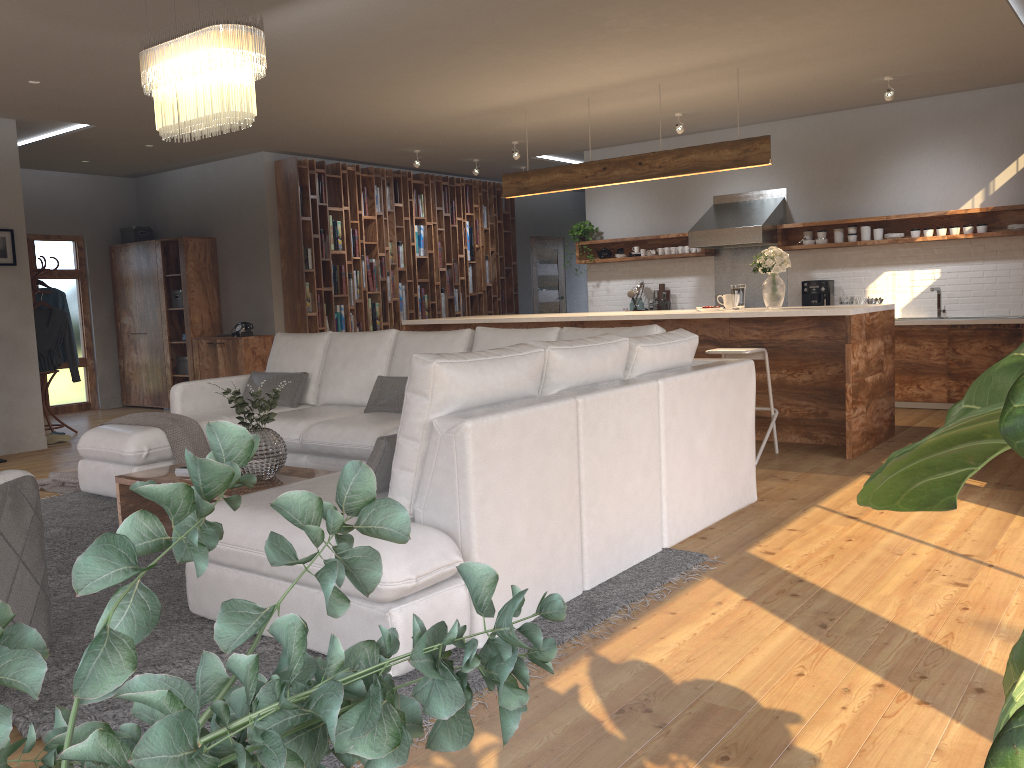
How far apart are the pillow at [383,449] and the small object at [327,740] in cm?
253

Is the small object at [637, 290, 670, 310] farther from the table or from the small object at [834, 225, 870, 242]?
the table

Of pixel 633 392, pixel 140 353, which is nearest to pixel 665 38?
pixel 633 392

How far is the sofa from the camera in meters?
2.8

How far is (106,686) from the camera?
0.4 meters

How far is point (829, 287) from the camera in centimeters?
862cm

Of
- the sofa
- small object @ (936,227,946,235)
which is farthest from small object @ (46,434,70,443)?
small object @ (936,227,946,235)

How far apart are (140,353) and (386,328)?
2.9m

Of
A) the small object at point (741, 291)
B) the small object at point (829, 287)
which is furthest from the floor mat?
the small object at point (829, 287)

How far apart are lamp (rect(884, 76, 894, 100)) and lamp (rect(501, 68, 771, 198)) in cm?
135
